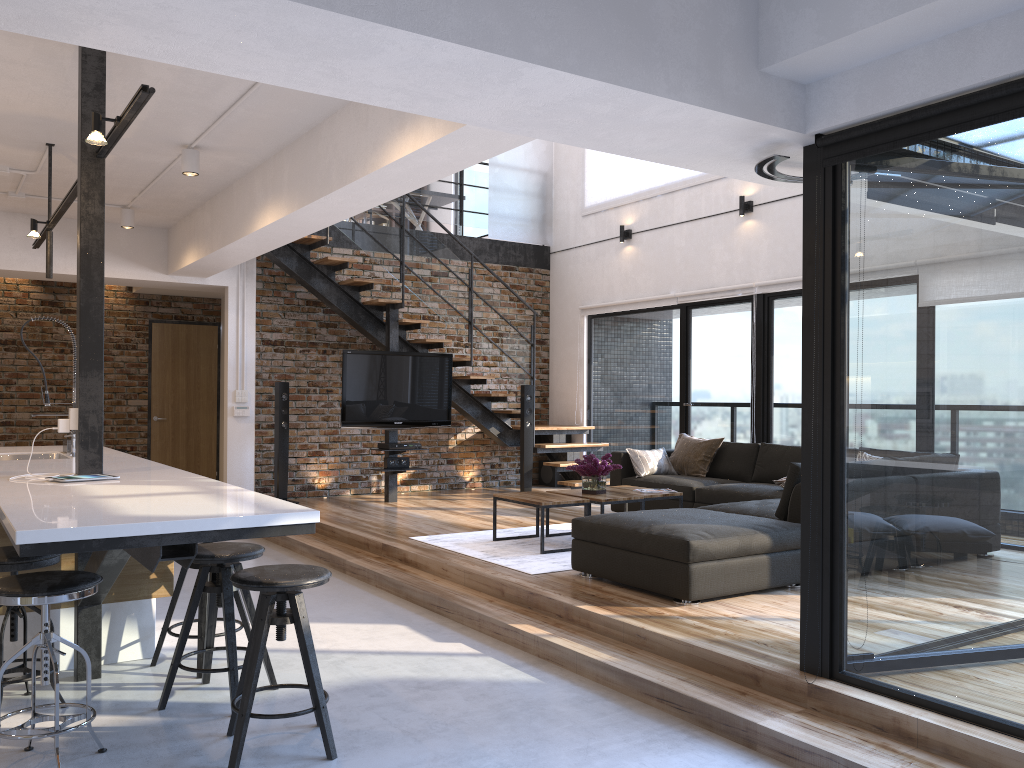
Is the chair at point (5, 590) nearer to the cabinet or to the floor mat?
the cabinet

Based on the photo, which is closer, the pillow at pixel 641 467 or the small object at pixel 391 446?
the pillow at pixel 641 467

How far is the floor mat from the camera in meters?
5.6 m

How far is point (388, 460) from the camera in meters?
8.8

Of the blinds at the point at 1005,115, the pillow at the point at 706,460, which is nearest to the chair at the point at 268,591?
the blinds at the point at 1005,115

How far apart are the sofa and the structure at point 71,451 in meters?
2.9

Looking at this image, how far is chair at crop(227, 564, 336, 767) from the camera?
3.0m

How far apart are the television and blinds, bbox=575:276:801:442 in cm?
204

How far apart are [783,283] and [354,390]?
4.13m

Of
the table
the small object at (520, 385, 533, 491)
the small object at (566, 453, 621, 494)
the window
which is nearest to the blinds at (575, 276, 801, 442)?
the window
